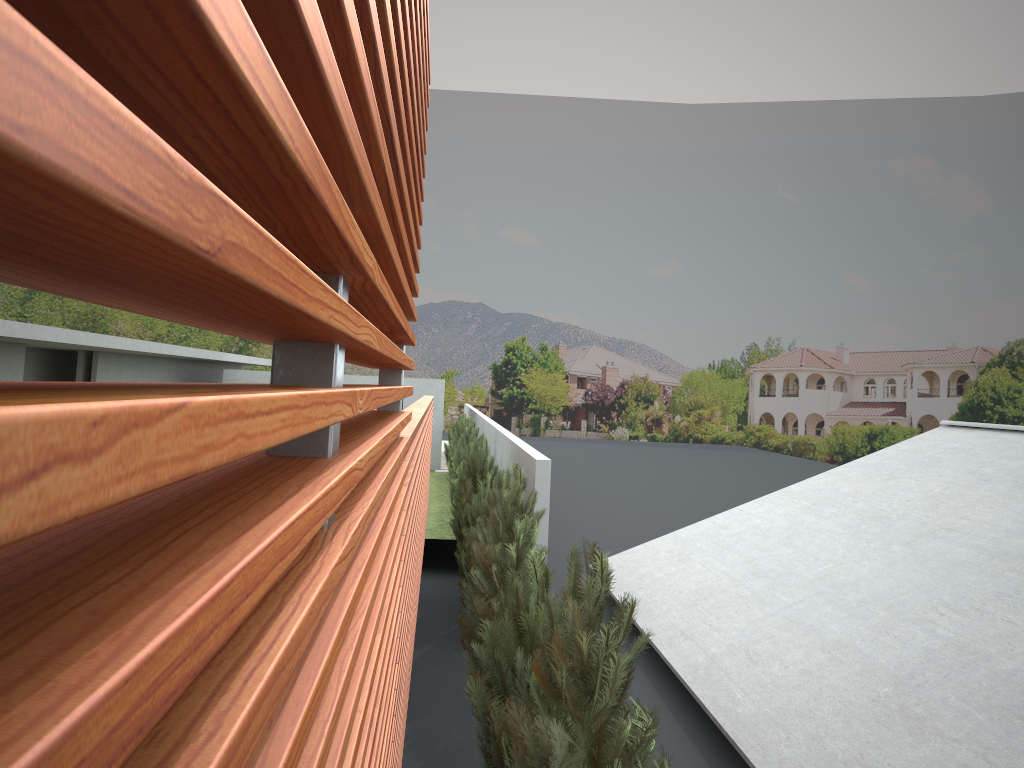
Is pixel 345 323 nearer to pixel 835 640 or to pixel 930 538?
pixel 835 640

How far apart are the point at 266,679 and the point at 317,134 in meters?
0.5 m

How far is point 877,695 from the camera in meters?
7.3 m
